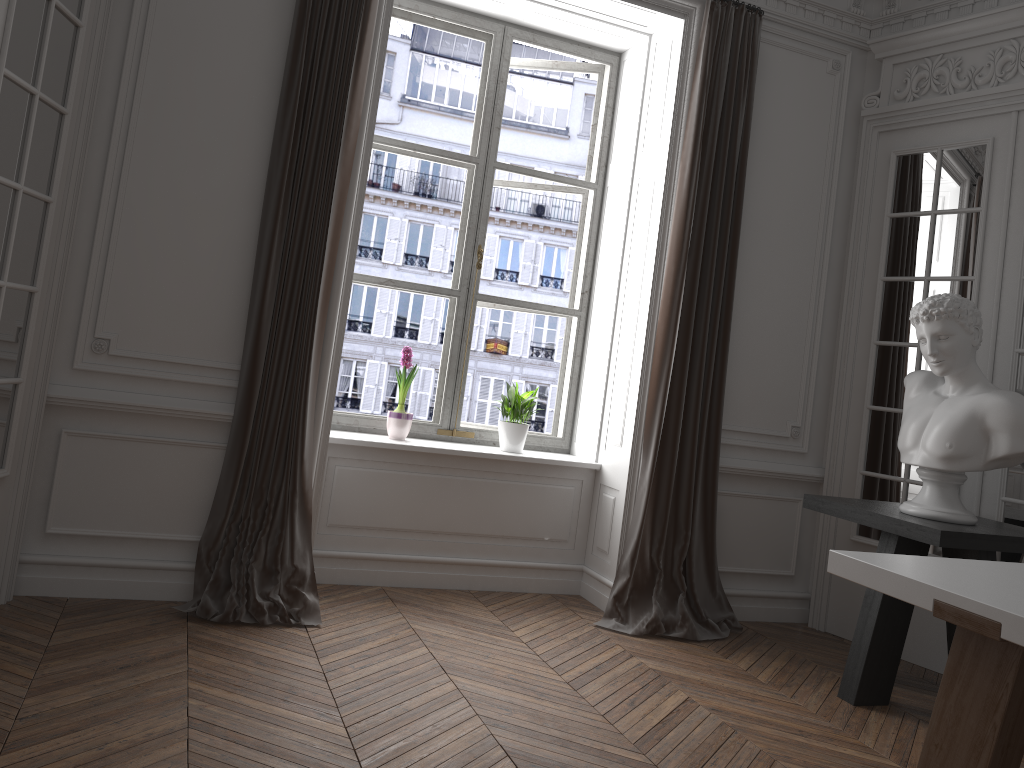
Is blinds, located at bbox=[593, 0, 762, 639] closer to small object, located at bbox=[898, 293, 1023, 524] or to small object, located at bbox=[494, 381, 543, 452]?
small object, located at bbox=[494, 381, 543, 452]

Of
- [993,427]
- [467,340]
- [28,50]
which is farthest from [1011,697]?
[28,50]

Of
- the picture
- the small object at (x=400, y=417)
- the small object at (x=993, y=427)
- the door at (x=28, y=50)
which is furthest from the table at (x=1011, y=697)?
the door at (x=28, y=50)

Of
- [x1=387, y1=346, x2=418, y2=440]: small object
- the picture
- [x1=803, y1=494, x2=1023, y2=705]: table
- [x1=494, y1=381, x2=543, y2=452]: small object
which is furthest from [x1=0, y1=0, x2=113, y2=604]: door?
[x1=803, y1=494, x2=1023, y2=705]: table

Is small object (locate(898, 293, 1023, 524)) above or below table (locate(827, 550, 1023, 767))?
above

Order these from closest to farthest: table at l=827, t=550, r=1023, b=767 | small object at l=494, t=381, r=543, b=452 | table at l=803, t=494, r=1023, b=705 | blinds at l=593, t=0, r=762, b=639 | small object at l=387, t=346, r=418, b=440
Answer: table at l=827, t=550, r=1023, b=767 < table at l=803, t=494, r=1023, b=705 < blinds at l=593, t=0, r=762, b=639 < small object at l=387, t=346, r=418, b=440 < small object at l=494, t=381, r=543, b=452

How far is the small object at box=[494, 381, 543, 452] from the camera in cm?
463

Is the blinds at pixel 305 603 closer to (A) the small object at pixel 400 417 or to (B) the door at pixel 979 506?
(A) the small object at pixel 400 417

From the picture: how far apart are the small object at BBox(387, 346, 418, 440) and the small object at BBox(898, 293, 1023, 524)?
→ 2.3 meters

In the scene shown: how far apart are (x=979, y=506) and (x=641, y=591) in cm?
160
